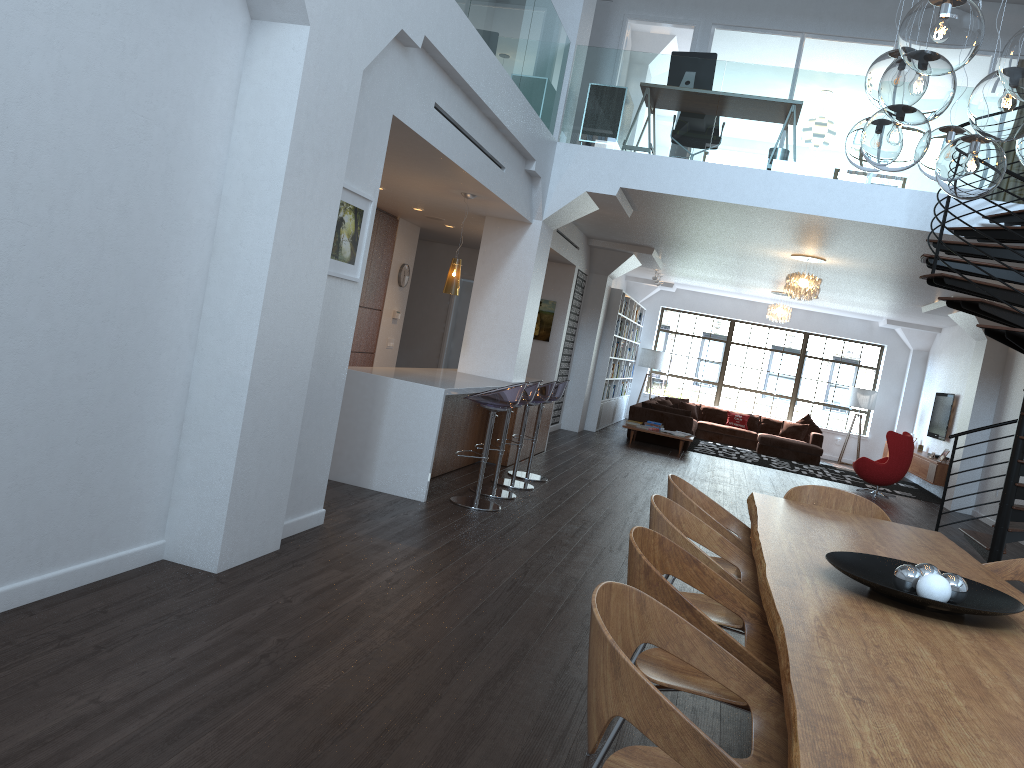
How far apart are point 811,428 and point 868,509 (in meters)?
13.26

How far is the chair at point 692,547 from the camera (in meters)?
3.12

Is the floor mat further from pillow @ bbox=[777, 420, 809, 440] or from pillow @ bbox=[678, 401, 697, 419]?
pillow @ bbox=[678, 401, 697, 419]

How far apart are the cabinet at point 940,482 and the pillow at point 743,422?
3.5m

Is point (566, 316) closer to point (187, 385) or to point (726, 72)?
point (726, 72)

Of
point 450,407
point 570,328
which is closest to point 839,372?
point 570,328

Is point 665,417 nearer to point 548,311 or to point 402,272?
point 548,311

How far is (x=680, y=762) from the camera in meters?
1.6 m

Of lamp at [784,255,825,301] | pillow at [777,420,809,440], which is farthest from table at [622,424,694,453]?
pillow at [777,420,809,440]

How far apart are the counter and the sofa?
6.30m
